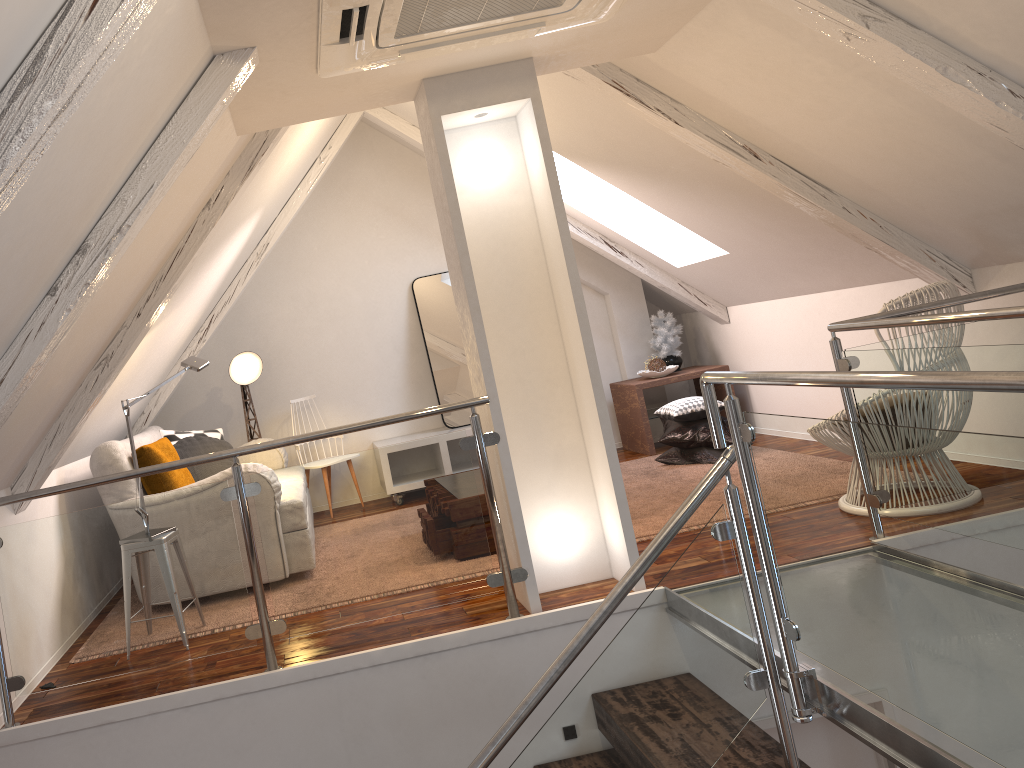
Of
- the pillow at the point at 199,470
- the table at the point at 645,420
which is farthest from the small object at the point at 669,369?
the pillow at the point at 199,470

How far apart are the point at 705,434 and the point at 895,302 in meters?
1.8

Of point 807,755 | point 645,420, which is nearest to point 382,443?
point 645,420

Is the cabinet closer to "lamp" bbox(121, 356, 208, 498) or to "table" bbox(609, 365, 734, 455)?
"table" bbox(609, 365, 734, 455)

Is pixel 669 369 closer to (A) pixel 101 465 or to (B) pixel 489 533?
(B) pixel 489 533

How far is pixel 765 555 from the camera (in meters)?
2.19

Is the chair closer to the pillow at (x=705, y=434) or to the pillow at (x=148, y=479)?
the pillow at (x=705, y=434)

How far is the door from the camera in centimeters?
313cm

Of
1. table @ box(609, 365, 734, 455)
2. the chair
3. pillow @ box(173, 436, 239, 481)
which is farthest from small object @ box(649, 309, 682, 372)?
pillow @ box(173, 436, 239, 481)

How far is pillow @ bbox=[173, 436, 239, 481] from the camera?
4.54m
